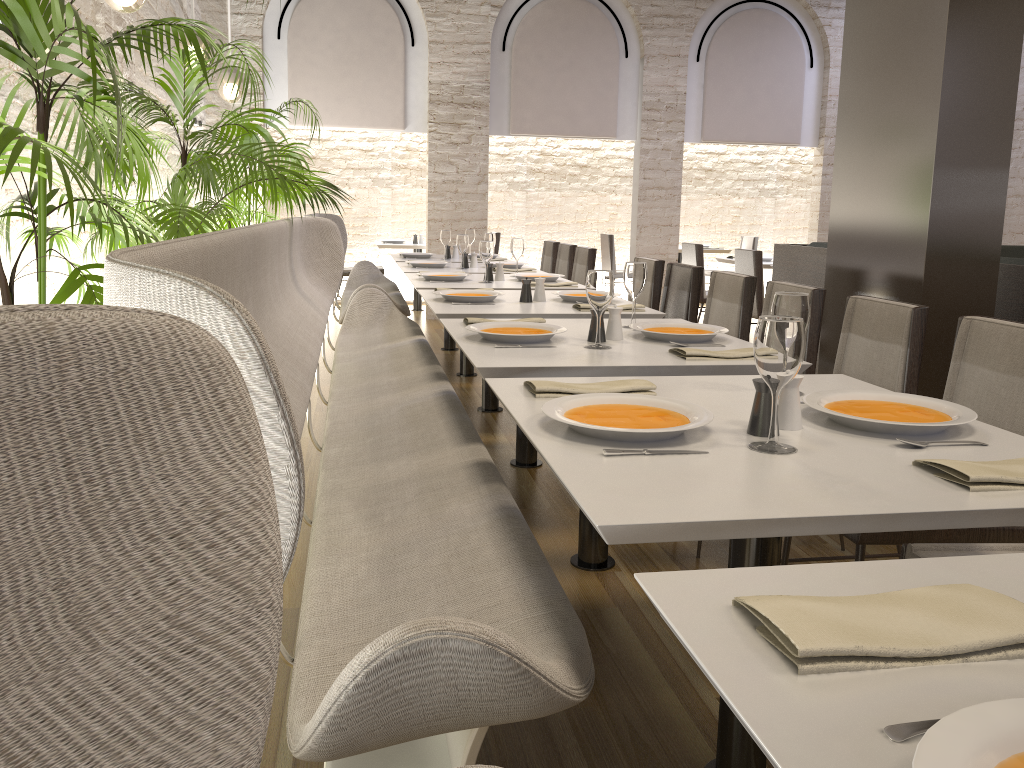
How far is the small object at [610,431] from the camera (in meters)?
1.56

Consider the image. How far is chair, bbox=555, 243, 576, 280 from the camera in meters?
6.8 m

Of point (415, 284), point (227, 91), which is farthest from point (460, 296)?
point (227, 91)

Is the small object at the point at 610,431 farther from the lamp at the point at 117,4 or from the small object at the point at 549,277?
the small object at the point at 549,277

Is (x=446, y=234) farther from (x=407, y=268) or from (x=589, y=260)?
(x=589, y=260)

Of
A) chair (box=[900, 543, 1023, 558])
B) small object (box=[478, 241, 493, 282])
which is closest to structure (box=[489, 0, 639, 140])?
small object (box=[478, 241, 493, 282])

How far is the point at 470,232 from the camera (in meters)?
7.43

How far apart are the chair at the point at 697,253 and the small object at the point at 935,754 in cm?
712

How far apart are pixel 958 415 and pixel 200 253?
1.5m

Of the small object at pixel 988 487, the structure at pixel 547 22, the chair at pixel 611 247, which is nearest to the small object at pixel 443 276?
the small object at pixel 988 487
